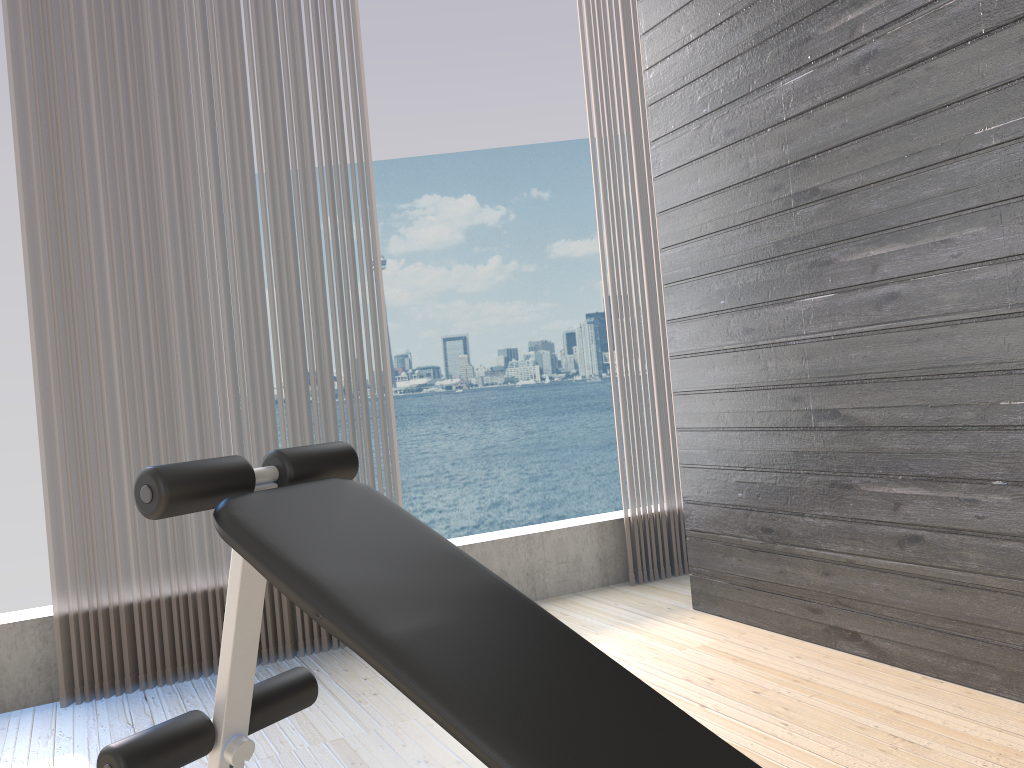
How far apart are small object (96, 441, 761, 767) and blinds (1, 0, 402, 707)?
1.19m

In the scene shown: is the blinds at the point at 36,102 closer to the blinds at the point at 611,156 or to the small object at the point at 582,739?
the blinds at the point at 611,156

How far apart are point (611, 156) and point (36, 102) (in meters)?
2.07

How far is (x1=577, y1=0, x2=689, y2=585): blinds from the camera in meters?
3.6

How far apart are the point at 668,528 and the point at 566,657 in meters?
2.4 m

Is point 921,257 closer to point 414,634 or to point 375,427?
point 414,634

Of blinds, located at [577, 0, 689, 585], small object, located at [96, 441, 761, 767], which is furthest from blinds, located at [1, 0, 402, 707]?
small object, located at [96, 441, 761, 767]

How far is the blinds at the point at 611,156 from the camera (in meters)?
3.61

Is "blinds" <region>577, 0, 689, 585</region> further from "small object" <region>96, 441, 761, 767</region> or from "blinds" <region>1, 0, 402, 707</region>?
"small object" <region>96, 441, 761, 767</region>

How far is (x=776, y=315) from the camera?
2.6 meters
